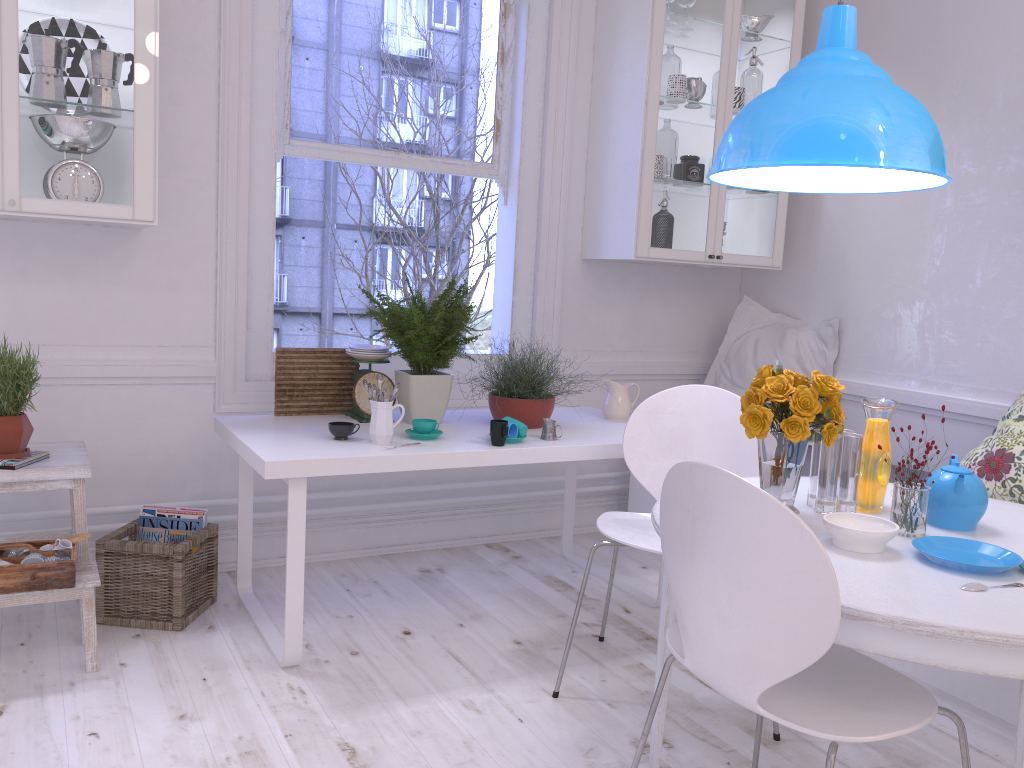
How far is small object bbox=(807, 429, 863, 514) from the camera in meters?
2.0

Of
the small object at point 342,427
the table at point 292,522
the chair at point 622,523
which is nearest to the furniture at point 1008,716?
the table at point 292,522

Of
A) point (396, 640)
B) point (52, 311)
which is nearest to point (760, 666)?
point (396, 640)

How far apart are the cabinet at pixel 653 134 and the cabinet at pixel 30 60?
1.81m

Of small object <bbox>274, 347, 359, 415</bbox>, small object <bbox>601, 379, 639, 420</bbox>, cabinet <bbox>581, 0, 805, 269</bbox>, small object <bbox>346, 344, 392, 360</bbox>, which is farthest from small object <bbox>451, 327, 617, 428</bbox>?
cabinet <bbox>581, 0, 805, 269</bbox>

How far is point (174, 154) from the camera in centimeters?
308cm

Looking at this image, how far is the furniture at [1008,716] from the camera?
2.4m

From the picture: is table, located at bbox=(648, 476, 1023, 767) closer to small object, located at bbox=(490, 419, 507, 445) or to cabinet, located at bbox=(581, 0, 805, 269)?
small object, located at bbox=(490, 419, 507, 445)

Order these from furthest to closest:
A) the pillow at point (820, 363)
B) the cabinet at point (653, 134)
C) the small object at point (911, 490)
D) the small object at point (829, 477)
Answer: the pillow at point (820, 363), the cabinet at point (653, 134), the small object at point (829, 477), the small object at point (911, 490)

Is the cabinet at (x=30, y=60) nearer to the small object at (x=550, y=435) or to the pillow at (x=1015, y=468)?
the small object at (x=550, y=435)
